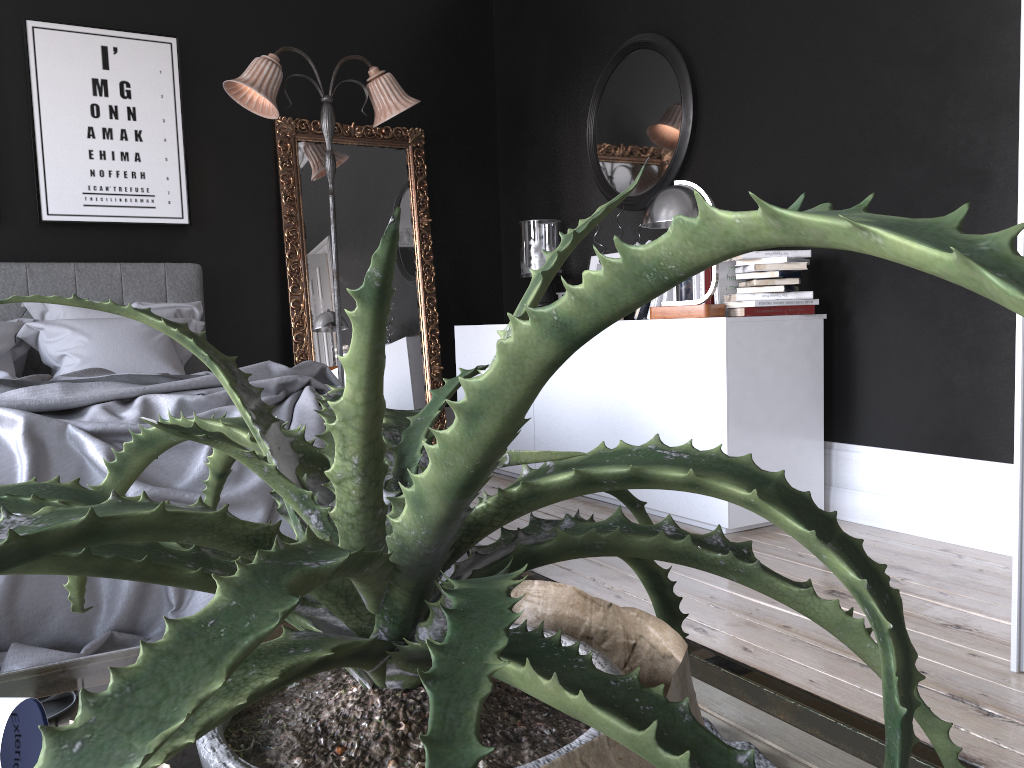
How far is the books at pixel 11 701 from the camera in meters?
0.5 m

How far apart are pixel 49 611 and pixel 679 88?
3.68m

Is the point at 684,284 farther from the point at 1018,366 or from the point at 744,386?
the point at 1018,366

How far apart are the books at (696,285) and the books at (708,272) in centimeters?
9cm

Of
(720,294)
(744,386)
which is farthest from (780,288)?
(744,386)

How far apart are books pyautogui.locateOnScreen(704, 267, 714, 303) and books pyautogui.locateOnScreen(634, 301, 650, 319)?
0.48m

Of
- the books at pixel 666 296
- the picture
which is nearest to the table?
the books at pixel 666 296

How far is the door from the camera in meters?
2.1 m

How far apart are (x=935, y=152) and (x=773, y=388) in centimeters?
108cm

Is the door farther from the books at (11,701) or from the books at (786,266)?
the books at (11,701)
